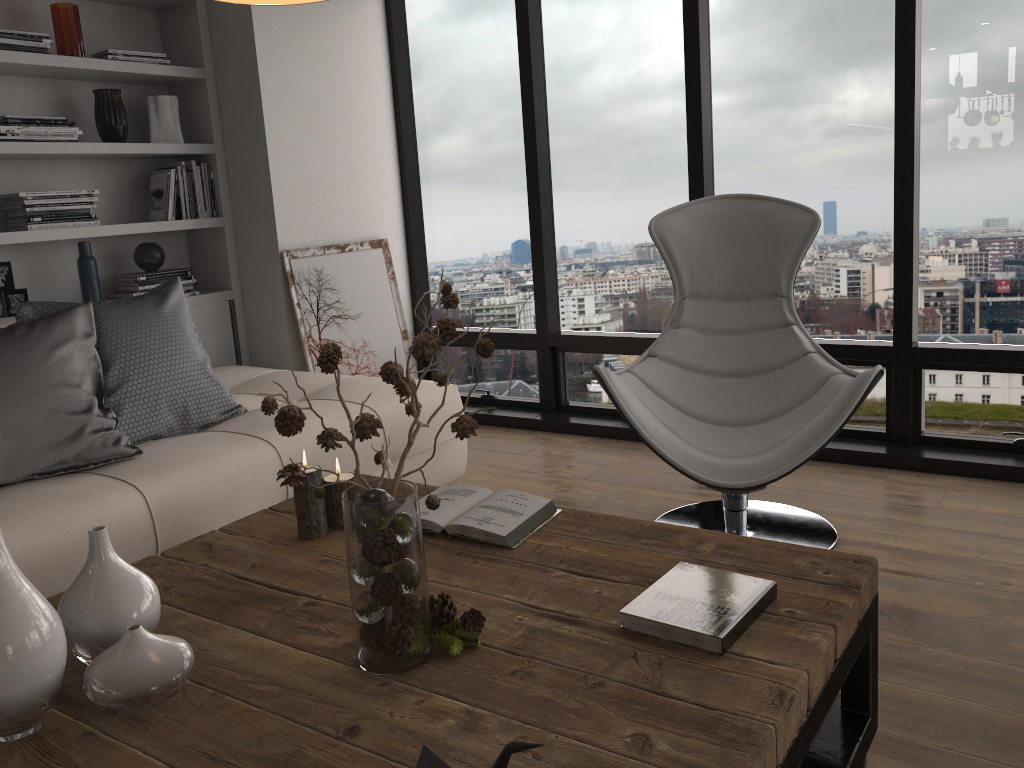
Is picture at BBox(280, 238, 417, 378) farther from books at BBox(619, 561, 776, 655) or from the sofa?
books at BBox(619, 561, 776, 655)

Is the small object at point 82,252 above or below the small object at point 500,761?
above

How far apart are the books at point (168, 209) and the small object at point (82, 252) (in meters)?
0.37

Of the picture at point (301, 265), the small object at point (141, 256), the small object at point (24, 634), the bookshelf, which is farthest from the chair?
the small object at point (141, 256)

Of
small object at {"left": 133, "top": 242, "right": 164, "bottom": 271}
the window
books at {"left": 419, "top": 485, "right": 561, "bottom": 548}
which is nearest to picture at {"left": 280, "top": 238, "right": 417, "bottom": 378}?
the window

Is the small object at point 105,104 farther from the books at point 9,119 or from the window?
the window

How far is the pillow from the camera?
2.4m

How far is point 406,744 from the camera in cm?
119

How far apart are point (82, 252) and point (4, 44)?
0.8m

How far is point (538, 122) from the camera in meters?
4.3 m
